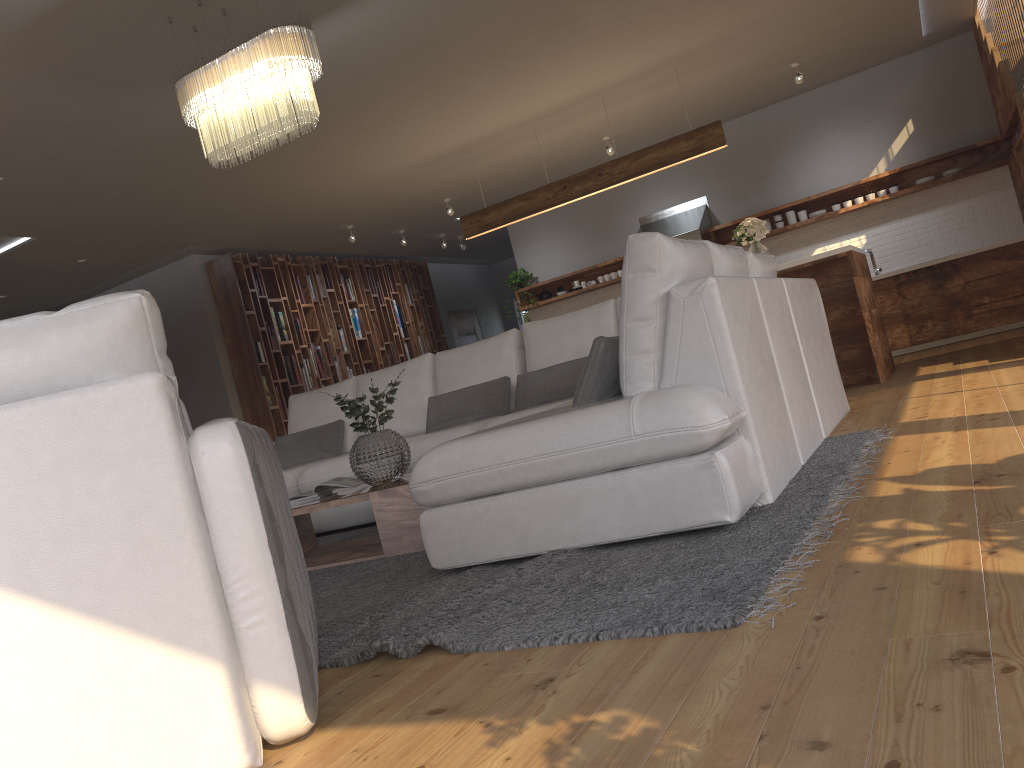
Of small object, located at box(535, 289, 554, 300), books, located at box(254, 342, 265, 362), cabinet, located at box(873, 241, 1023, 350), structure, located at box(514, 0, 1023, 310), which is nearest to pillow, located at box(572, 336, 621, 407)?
structure, located at box(514, 0, 1023, 310)

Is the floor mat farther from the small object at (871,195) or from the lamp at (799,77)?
the small object at (871,195)

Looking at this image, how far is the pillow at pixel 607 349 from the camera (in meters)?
3.04

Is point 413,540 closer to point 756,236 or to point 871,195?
A: point 756,236

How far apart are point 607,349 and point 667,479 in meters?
0.6 m

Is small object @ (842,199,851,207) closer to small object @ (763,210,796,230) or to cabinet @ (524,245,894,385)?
small object @ (763,210,796,230)

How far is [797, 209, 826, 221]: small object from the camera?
9.02m

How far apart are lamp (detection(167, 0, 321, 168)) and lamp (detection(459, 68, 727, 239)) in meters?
3.6 m

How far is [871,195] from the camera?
8.7 meters

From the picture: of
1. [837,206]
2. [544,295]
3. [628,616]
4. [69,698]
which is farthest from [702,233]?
[69,698]
